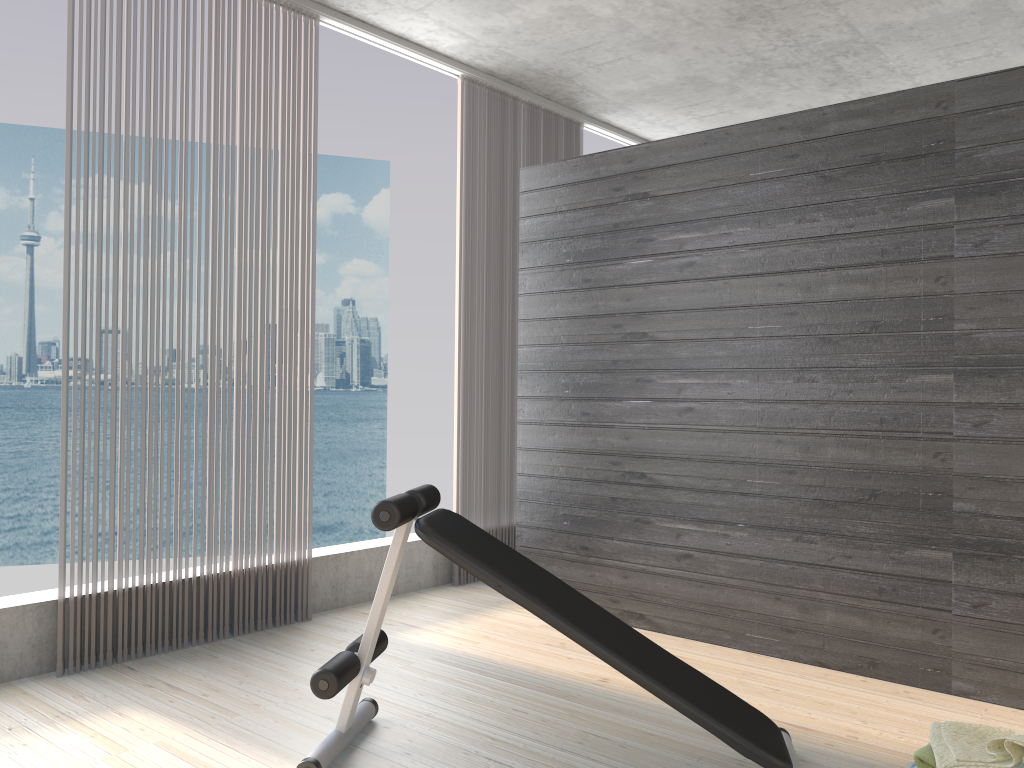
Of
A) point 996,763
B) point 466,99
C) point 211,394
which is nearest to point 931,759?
point 996,763

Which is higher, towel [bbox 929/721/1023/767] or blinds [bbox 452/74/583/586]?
blinds [bbox 452/74/583/586]

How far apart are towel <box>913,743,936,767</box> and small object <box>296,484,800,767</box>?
0.30m

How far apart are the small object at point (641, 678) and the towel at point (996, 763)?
0.3m

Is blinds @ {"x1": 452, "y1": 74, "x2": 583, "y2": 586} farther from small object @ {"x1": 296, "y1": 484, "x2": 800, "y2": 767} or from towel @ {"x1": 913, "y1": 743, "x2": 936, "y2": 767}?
towel @ {"x1": 913, "y1": 743, "x2": 936, "y2": 767}

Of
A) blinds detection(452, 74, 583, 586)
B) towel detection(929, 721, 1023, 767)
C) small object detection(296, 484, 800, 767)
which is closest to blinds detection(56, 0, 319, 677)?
blinds detection(452, 74, 583, 586)

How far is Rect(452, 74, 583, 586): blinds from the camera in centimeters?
476cm

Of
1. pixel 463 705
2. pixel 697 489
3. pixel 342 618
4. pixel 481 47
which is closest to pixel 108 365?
pixel 481 47

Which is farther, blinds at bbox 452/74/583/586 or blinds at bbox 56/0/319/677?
blinds at bbox 452/74/583/586

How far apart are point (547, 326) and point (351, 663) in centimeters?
218cm
